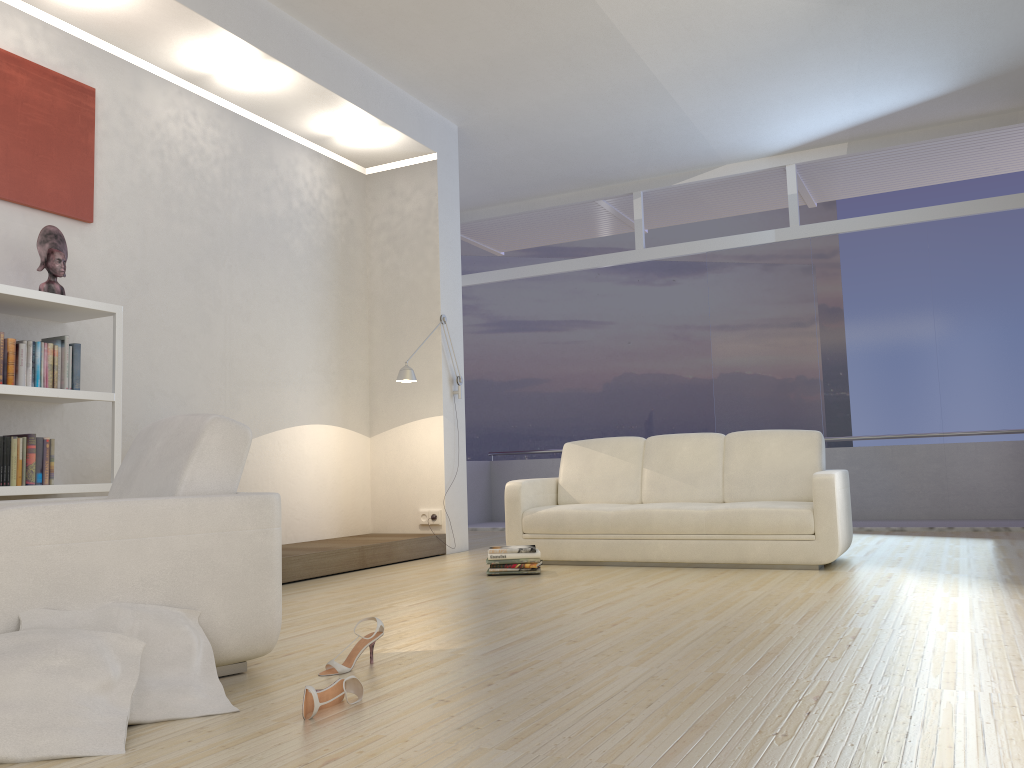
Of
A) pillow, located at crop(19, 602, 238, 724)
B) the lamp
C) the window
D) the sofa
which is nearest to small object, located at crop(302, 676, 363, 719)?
pillow, located at crop(19, 602, 238, 724)

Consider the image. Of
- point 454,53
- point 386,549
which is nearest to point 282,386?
point 386,549

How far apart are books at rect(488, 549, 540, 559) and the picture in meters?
3.0 m

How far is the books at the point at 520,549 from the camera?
5.4m

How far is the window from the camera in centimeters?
759cm

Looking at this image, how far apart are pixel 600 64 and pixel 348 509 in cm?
390

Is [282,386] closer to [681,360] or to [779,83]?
[779,83]

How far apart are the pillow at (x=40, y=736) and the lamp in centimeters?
414cm

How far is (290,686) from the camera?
2.7m

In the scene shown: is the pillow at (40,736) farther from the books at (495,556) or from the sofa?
the sofa
